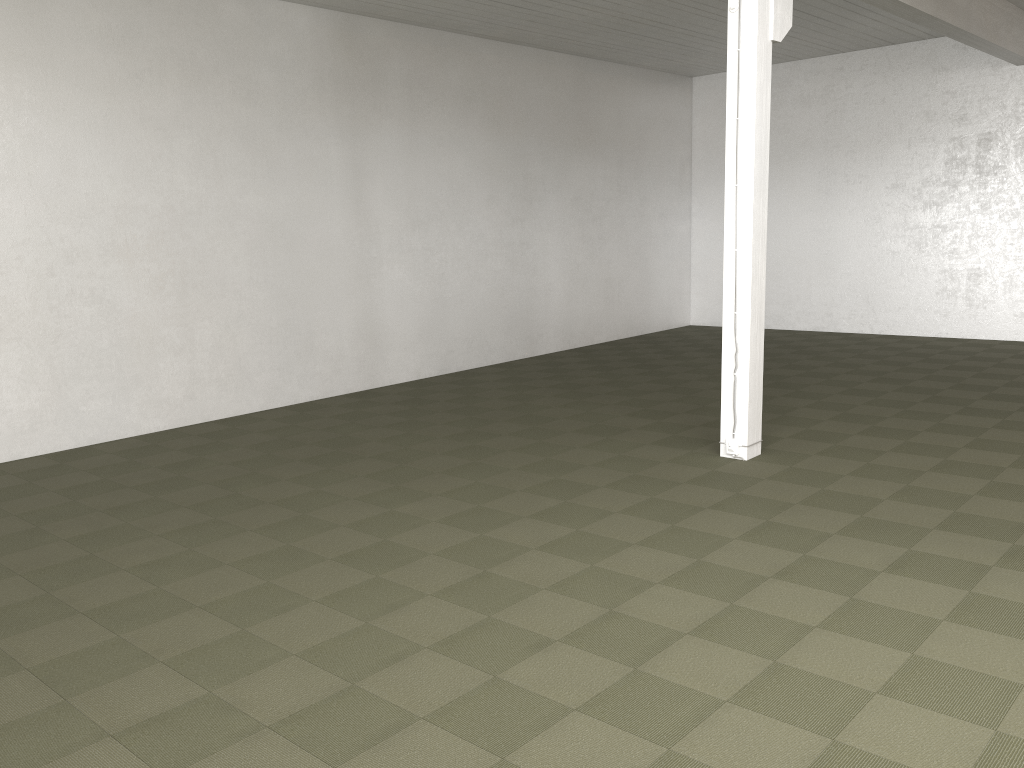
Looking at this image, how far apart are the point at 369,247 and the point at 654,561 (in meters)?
7.15

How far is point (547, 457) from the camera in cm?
773
